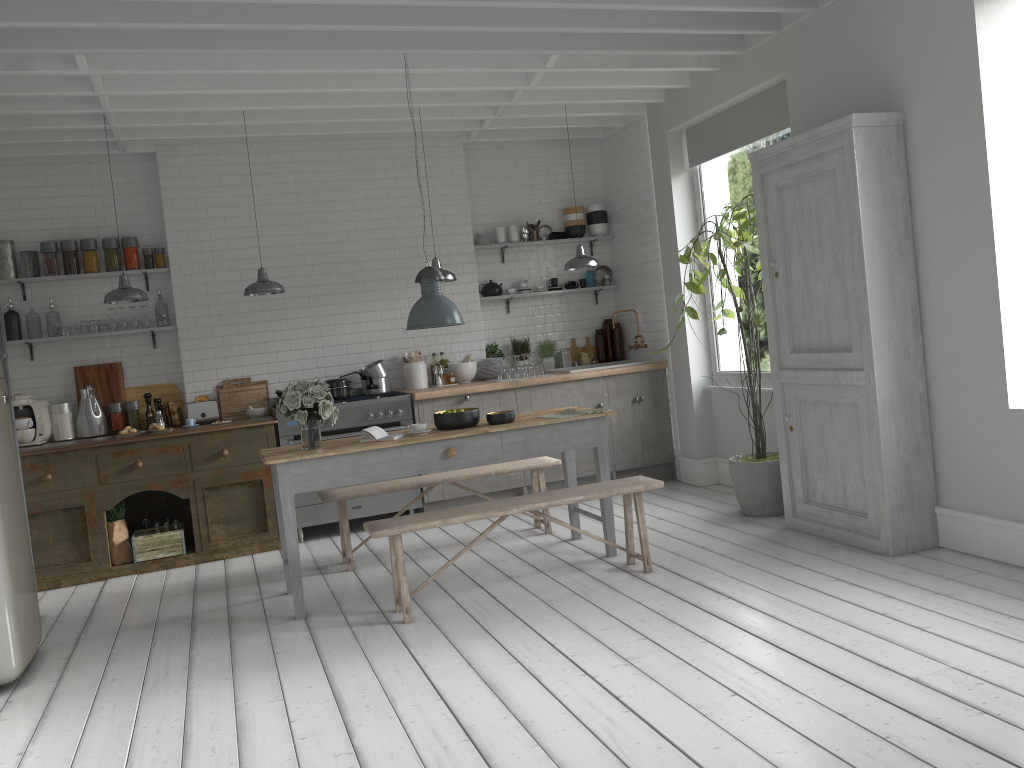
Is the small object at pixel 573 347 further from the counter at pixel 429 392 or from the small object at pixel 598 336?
the counter at pixel 429 392

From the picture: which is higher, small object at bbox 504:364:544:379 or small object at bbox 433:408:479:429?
small object at bbox 504:364:544:379

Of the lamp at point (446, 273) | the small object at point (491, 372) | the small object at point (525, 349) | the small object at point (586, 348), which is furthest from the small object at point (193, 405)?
the small object at point (586, 348)

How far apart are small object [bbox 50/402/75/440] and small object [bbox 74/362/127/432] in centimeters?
29cm

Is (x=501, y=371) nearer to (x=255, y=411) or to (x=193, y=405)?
(x=255, y=411)

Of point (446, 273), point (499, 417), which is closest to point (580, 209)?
point (446, 273)

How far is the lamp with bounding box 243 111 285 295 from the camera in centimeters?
798cm

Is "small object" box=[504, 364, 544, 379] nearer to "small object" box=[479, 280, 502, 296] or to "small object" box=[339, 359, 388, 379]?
"small object" box=[479, 280, 502, 296]

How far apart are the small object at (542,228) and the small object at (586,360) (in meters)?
1.51

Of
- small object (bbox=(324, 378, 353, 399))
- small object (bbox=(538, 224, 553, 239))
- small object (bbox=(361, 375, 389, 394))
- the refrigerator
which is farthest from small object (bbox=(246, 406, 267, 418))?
small object (bbox=(538, 224, 553, 239))
